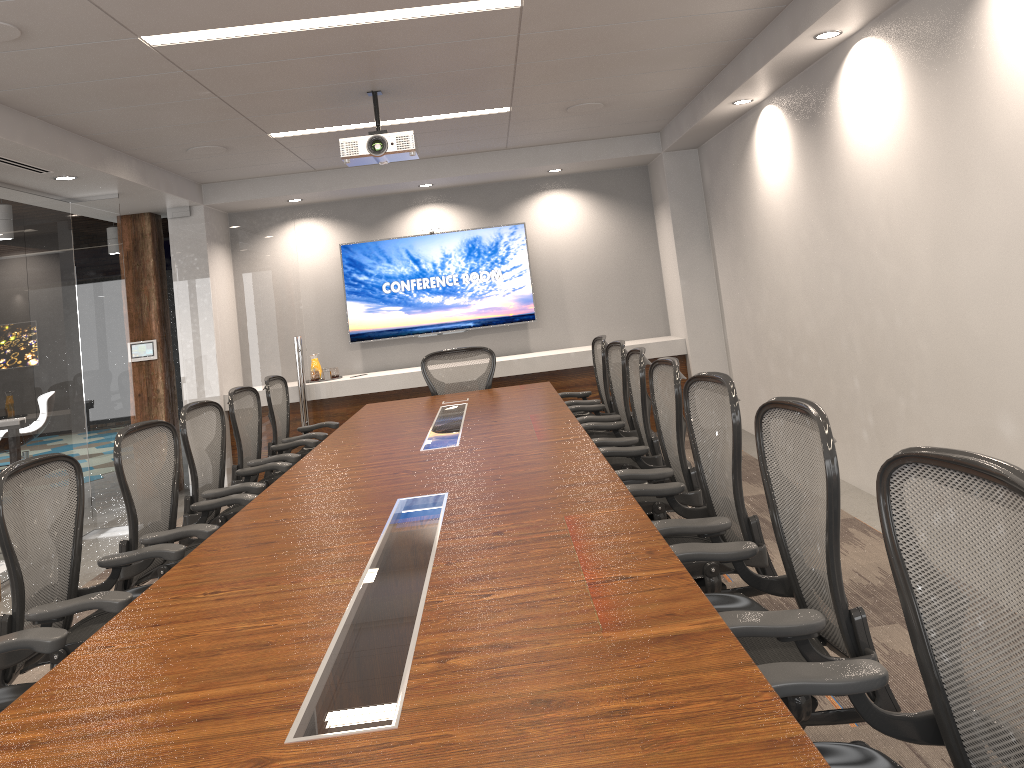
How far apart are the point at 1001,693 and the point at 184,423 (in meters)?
3.80

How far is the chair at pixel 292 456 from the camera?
5.1m

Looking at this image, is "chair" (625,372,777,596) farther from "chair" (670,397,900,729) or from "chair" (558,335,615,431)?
"chair" (558,335,615,431)

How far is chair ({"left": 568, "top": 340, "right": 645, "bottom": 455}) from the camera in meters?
5.2

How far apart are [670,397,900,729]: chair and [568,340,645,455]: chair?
2.7m

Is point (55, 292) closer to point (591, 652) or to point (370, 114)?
point (370, 114)

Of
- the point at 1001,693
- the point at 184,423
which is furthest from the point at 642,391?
the point at 1001,693

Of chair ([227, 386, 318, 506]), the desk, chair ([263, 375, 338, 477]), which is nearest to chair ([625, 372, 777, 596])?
the desk

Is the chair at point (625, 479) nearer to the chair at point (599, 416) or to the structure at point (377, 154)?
the chair at point (599, 416)

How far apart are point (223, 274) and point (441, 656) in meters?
6.9
